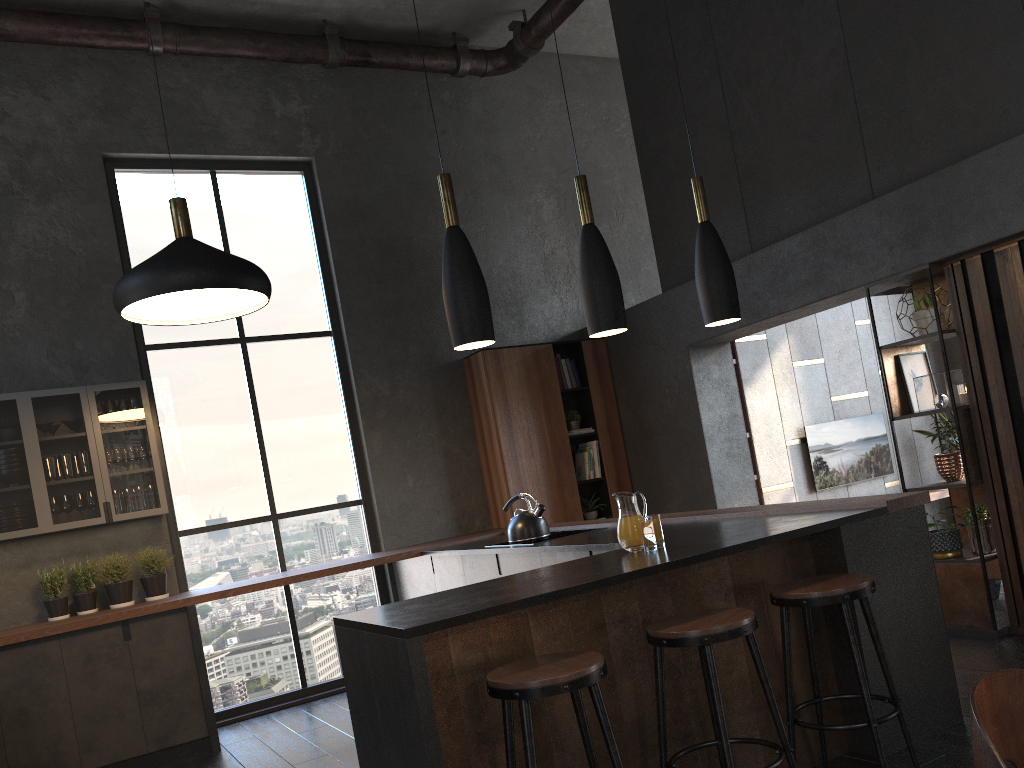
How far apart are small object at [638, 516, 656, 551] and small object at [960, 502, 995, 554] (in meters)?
1.77

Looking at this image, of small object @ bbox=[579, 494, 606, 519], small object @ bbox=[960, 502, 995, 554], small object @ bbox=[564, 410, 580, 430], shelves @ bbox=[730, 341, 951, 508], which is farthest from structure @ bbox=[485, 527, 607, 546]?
shelves @ bbox=[730, 341, 951, 508]

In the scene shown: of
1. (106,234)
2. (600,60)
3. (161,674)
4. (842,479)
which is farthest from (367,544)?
(600,60)

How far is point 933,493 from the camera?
8.3m

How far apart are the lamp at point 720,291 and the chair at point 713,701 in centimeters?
126cm

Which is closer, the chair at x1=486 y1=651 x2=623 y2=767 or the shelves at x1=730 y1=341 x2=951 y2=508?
the chair at x1=486 y1=651 x2=623 y2=767

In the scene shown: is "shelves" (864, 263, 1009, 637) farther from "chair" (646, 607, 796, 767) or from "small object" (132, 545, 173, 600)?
"small object" (132, 545, 173, 600)

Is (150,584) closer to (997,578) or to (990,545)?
(990,545)

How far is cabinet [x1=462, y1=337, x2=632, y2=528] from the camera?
6.87m

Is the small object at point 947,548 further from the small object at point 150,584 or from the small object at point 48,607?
the small object at point 48,607
